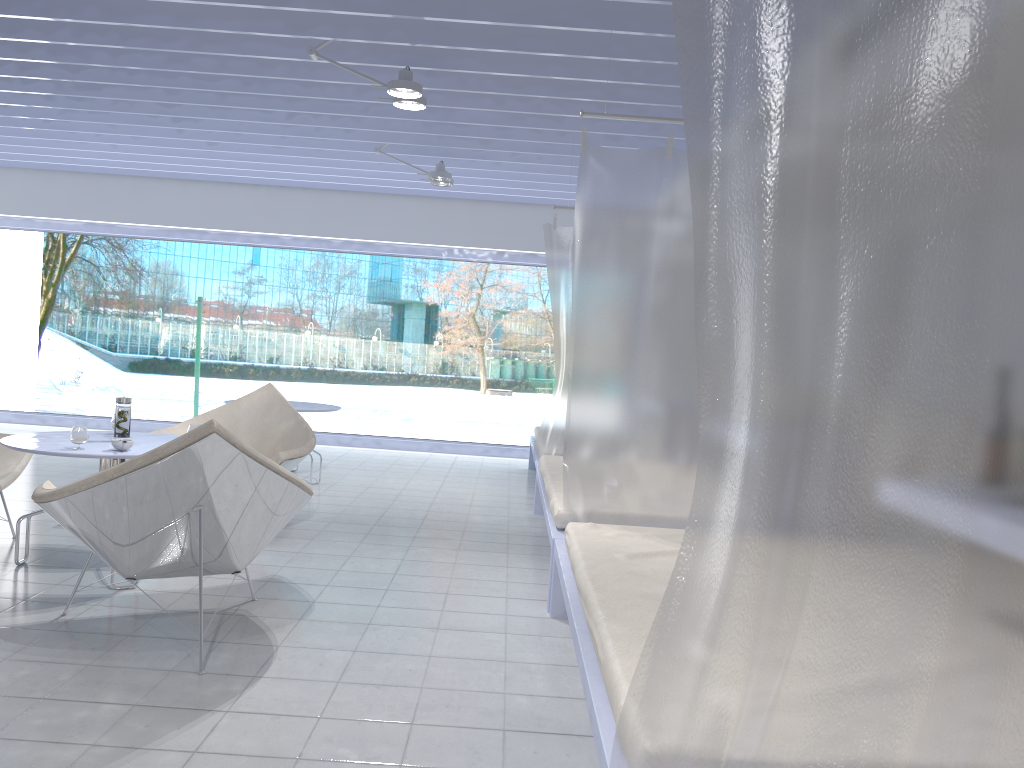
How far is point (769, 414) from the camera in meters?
1.2 m

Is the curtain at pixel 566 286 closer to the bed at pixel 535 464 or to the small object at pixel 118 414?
the bed at pixel 535 464

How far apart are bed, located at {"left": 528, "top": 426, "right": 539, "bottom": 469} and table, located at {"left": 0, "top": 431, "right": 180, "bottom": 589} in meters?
2.6

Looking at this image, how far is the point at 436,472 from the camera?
7.3m

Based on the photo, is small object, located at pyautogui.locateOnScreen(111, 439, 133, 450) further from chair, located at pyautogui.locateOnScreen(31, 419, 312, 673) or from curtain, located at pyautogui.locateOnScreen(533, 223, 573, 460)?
curtain, located at pyautogui.locateOnScreen(533, 223, 573, 460)

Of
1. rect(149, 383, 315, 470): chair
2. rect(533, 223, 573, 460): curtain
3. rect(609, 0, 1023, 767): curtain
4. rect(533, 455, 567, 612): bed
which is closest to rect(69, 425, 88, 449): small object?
rect(149, 383, 315, 470): chair

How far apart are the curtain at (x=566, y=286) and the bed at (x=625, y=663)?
2.24m

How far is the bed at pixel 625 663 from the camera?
1.8m

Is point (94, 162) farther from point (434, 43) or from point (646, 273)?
point (646, 273)

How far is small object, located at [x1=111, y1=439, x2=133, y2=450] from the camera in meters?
3.4
